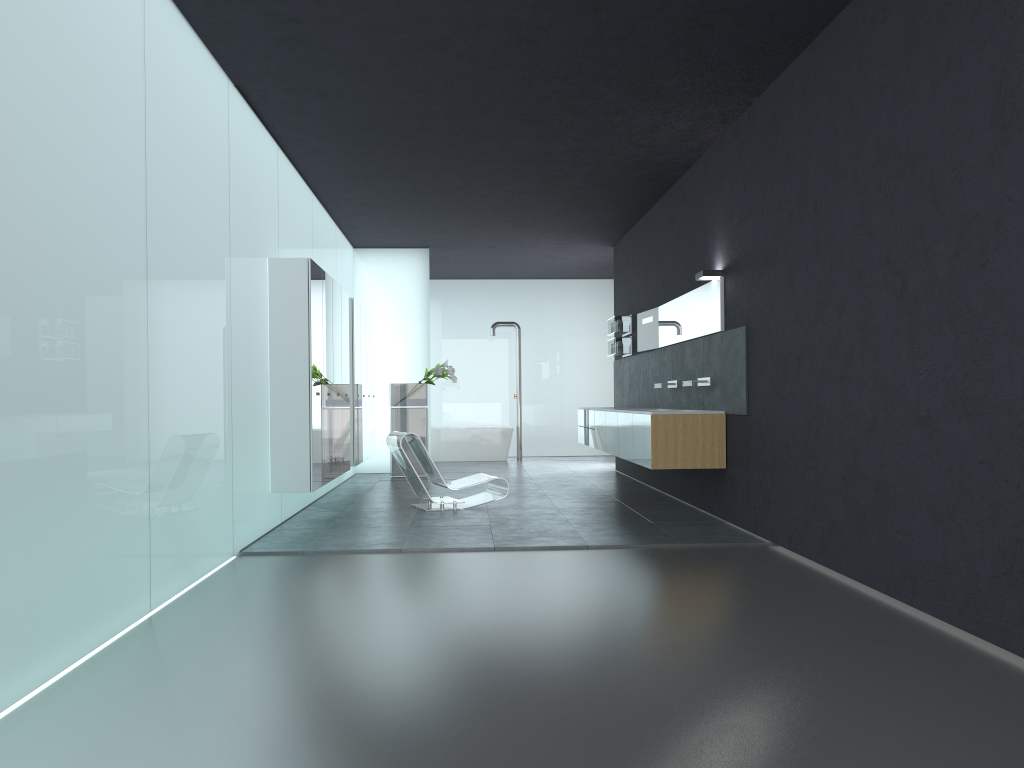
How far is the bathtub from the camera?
17.52m

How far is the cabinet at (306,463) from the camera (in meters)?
8.35

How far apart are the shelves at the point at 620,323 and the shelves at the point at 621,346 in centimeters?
13cm

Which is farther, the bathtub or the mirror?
Answer: the bathtub

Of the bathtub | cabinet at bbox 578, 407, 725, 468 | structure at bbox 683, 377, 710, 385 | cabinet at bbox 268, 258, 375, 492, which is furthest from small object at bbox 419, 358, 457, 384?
structure at bbox 683, 377, 710, 385

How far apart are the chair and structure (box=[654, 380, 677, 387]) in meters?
2.3

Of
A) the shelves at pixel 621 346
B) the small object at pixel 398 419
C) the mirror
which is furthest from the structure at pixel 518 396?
the mirror

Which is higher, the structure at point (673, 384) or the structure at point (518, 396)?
the structure at point (518, 396)

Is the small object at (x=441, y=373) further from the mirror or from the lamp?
the lamp

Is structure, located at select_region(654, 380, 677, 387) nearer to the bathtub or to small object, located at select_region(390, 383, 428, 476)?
small object, located at select_region(390, 383, 428, 476)
